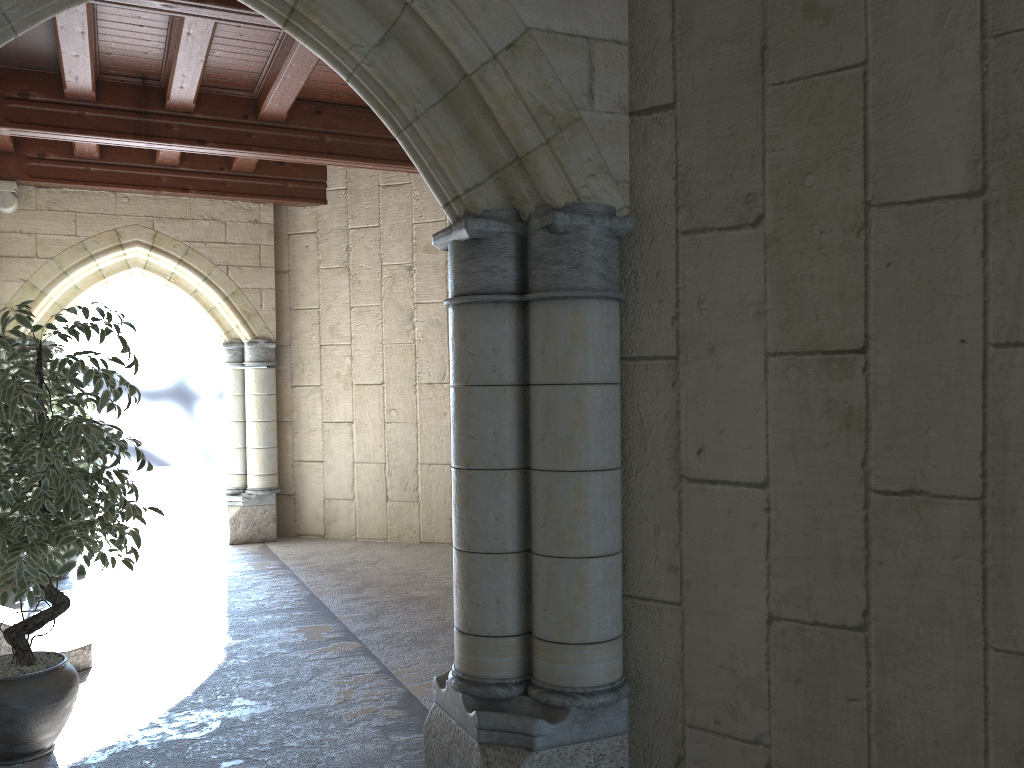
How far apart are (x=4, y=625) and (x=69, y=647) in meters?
0.4 m

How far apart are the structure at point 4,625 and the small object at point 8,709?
0.4m

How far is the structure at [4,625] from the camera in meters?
3.7

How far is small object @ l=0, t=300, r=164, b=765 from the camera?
2.9m

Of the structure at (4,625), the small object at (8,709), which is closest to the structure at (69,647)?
the structure at (4,625)

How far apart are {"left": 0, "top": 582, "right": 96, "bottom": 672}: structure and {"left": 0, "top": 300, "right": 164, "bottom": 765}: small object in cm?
66

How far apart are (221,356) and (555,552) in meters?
7.7

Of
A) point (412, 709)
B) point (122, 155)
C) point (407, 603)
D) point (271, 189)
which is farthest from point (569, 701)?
point (122, 155)

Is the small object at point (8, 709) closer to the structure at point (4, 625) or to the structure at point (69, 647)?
the structure at point (4, 625)

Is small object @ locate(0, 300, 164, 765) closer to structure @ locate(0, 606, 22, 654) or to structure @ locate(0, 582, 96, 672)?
structure @ locate(0, 606, 22, 654)
